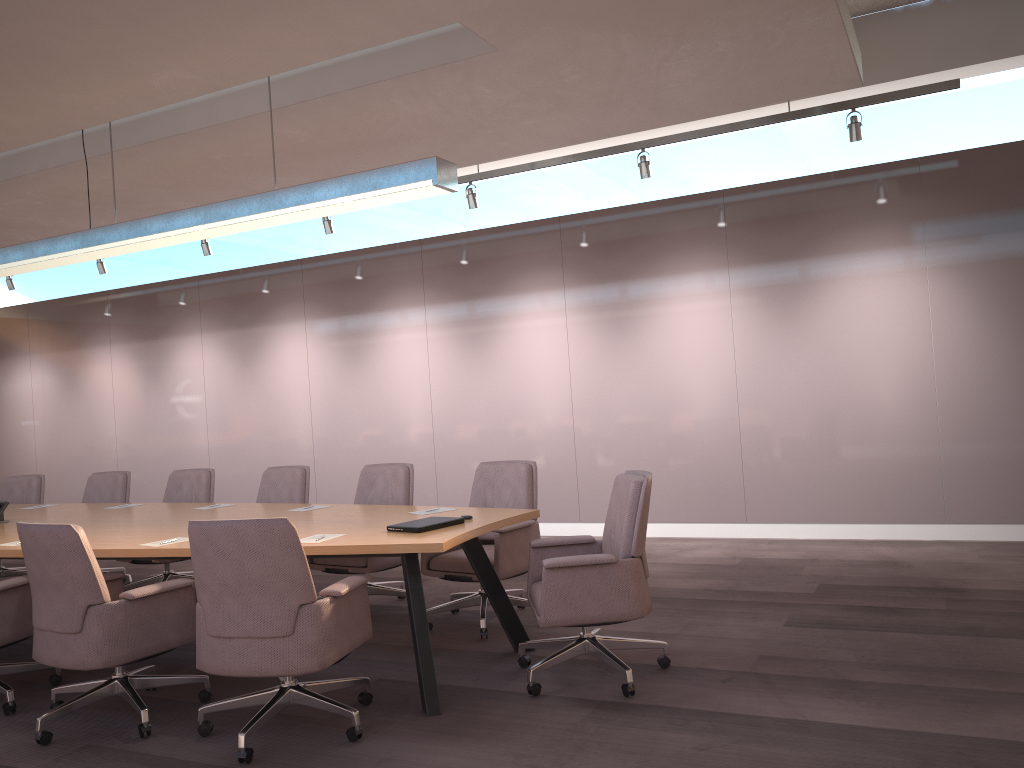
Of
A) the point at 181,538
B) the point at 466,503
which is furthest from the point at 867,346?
the point at 181,538

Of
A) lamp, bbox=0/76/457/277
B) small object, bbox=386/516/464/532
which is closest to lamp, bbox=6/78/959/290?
lamp, bbox=0/76/457/277

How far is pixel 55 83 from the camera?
4.5m

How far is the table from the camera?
3.9 meters

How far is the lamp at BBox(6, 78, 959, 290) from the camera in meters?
5.9 m

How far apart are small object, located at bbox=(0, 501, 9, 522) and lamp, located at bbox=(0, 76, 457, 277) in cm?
153

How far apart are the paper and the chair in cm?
41

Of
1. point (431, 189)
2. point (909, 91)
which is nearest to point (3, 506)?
point (431, 189)

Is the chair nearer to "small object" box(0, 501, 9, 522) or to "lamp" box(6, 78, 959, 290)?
"small object" box(0, 501, 9, 522)

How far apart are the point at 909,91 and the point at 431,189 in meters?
3.5
